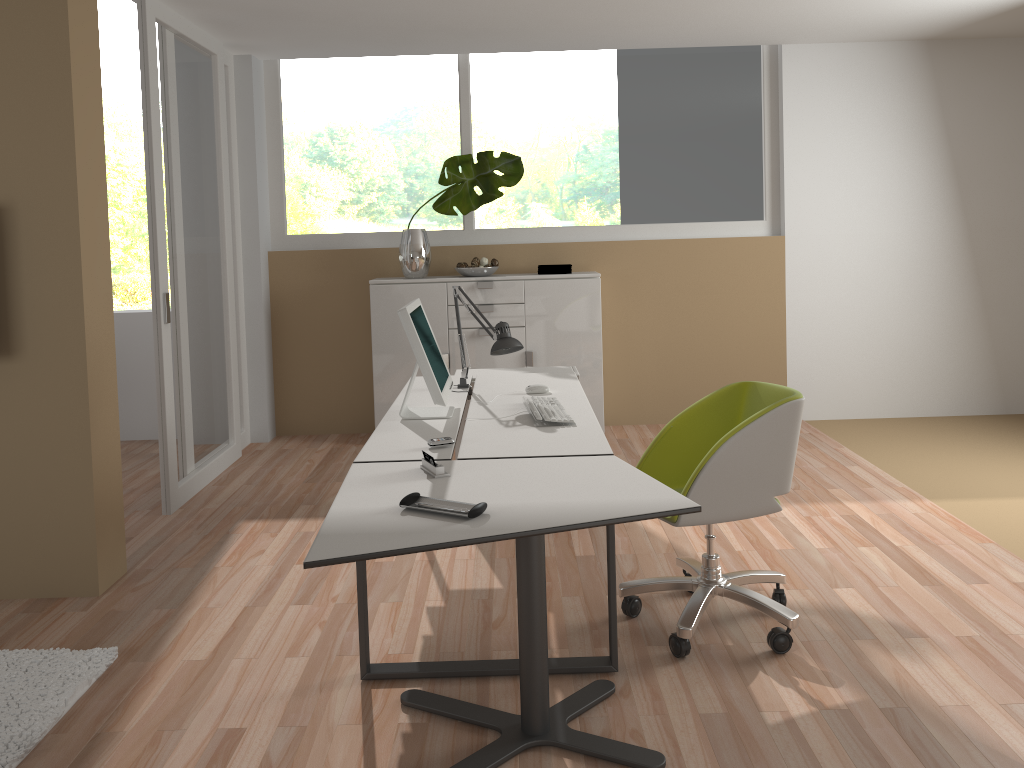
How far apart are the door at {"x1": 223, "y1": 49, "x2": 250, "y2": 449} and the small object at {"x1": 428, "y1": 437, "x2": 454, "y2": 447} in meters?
3.4 m

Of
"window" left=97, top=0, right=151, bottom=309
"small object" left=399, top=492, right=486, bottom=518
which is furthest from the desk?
"window" left=97, top=0, right=151, bottom=309

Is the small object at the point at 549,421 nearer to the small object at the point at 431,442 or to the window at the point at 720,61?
the small object at the point at 431,442

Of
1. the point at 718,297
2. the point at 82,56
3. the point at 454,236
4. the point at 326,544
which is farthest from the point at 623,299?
the point at 326,544

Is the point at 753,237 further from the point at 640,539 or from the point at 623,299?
the point at 640,539

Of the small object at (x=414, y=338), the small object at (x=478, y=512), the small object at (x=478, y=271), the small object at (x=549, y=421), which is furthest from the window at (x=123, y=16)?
the small object at (x=478, y=512)

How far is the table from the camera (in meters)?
2.08

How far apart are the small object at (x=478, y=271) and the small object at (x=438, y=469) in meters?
3.3 m

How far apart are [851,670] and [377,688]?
1.52m

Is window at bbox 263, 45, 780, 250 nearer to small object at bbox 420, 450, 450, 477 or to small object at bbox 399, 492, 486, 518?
small object at bbox 420, 450, 450, 477
